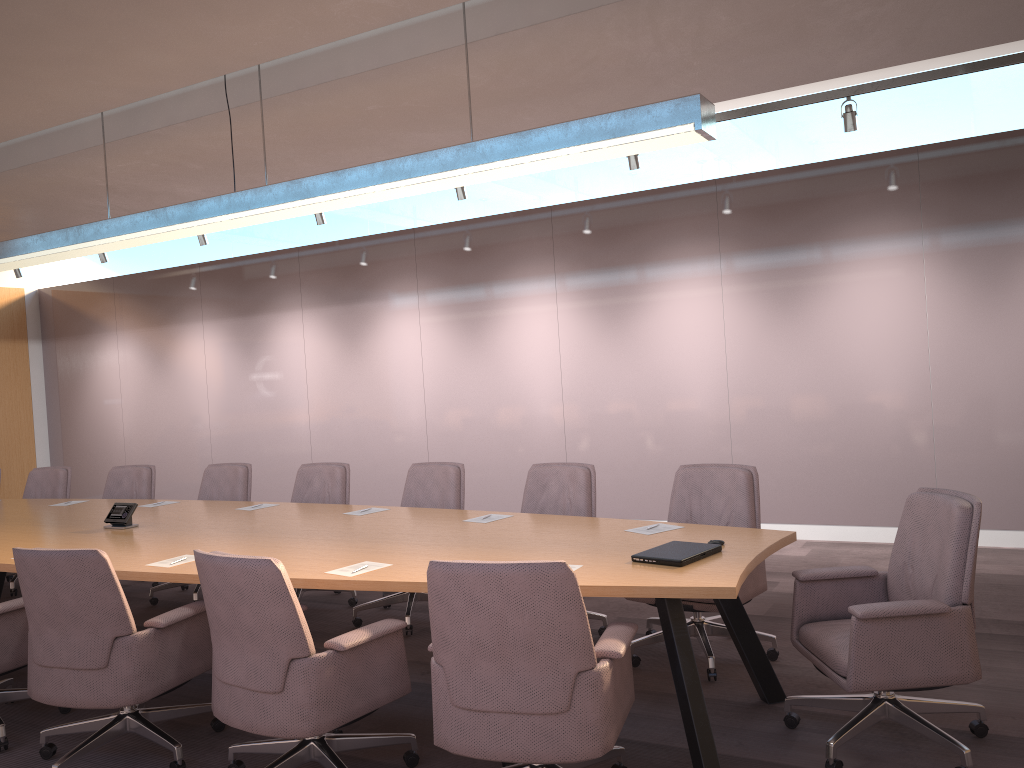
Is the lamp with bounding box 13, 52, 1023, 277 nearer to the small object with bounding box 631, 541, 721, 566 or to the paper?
the paper

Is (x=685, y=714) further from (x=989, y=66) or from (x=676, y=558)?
(x=989, y=66)

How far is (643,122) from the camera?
3.5 meters

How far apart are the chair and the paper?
0.3 meters

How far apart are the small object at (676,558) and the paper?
0.5m

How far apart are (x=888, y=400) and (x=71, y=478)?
10.2m

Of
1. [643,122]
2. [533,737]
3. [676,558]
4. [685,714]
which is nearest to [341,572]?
[533,737]

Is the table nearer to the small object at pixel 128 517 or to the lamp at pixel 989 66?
the small object at pixel 128 517

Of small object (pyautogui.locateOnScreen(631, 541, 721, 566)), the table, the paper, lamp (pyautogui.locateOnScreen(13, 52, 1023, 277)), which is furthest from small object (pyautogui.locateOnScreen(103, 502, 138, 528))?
lamp (pyautogui.locateOnScreen(13, 52, 1023, 277))

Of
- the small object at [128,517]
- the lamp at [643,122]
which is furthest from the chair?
the lamp at [643,122]
